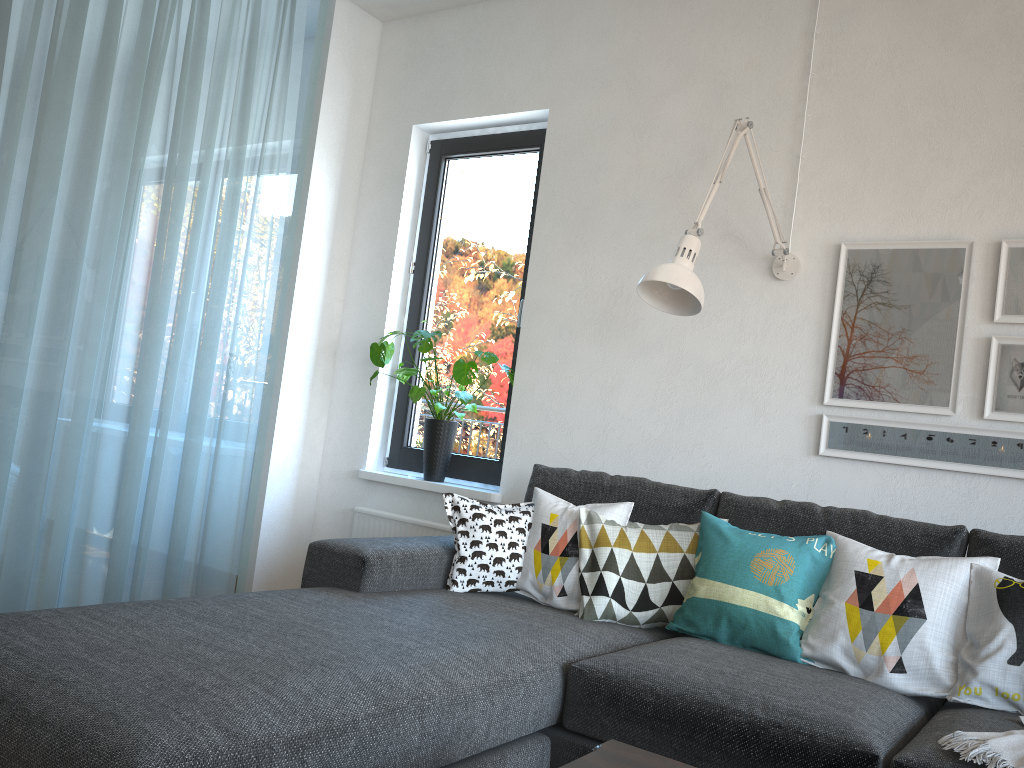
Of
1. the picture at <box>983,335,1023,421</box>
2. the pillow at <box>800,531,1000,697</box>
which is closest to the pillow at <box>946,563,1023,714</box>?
the pillow at <box>800,531,1000,697</box>

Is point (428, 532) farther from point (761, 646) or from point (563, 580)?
point (761, 646)

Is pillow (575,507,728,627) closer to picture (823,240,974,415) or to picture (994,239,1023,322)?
picture (823,240,974,415)

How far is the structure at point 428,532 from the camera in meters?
3.6

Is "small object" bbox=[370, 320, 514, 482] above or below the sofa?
above

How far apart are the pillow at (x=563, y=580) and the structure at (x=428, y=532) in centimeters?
86cm

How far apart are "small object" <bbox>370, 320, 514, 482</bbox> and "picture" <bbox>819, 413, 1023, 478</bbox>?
1.3 meters

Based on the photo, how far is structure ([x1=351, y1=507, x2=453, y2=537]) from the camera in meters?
3.6 m

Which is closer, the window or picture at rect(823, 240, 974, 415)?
picture at rect(823, 240, 974, 415)

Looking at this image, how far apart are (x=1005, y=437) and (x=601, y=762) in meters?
1.8 m
